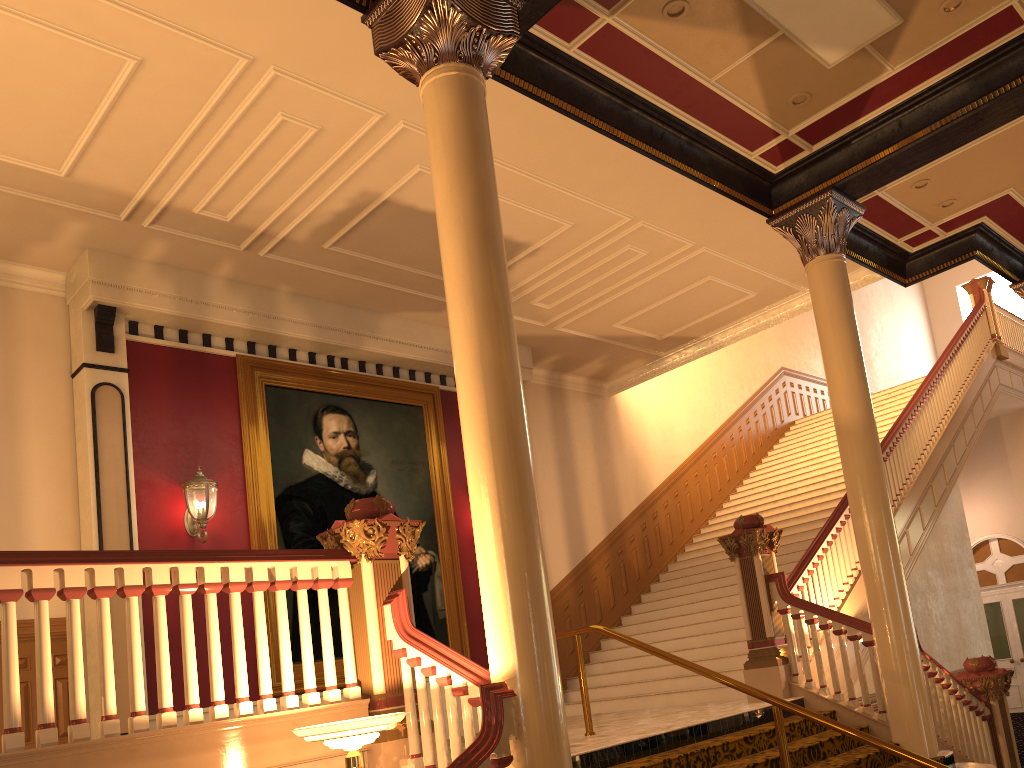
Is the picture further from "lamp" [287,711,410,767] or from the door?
the door

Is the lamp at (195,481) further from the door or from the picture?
the door

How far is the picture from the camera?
8.9m

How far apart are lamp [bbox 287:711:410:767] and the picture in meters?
4.6 m

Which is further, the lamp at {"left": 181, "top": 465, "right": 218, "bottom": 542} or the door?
the door

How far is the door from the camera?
15.9m

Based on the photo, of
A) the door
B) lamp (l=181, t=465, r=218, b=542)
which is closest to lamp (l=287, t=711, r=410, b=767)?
lamp (l=181, t=465, r=218, b=542)

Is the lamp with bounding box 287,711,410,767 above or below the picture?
below

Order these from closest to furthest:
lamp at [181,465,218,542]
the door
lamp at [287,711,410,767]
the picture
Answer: lamp at [287,711,410,767]
lamp at [181,465,218,542]
the picture
the door

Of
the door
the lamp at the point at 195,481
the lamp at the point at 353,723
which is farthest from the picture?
the door
